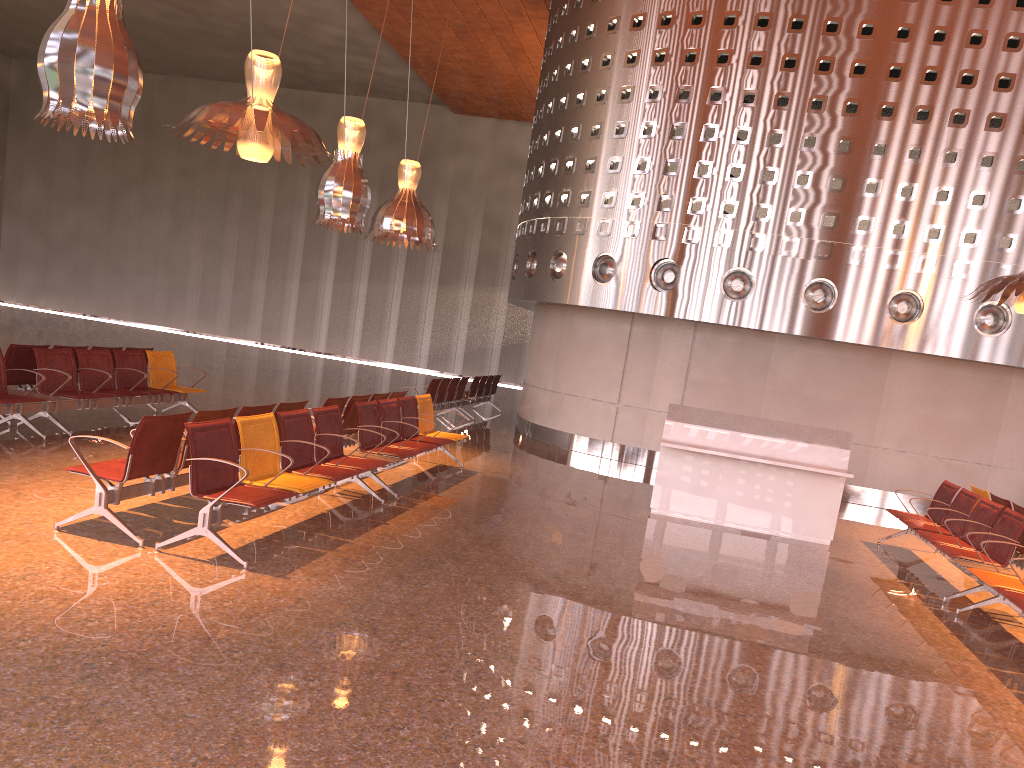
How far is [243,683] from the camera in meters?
3.9

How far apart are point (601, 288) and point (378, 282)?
19.9m
